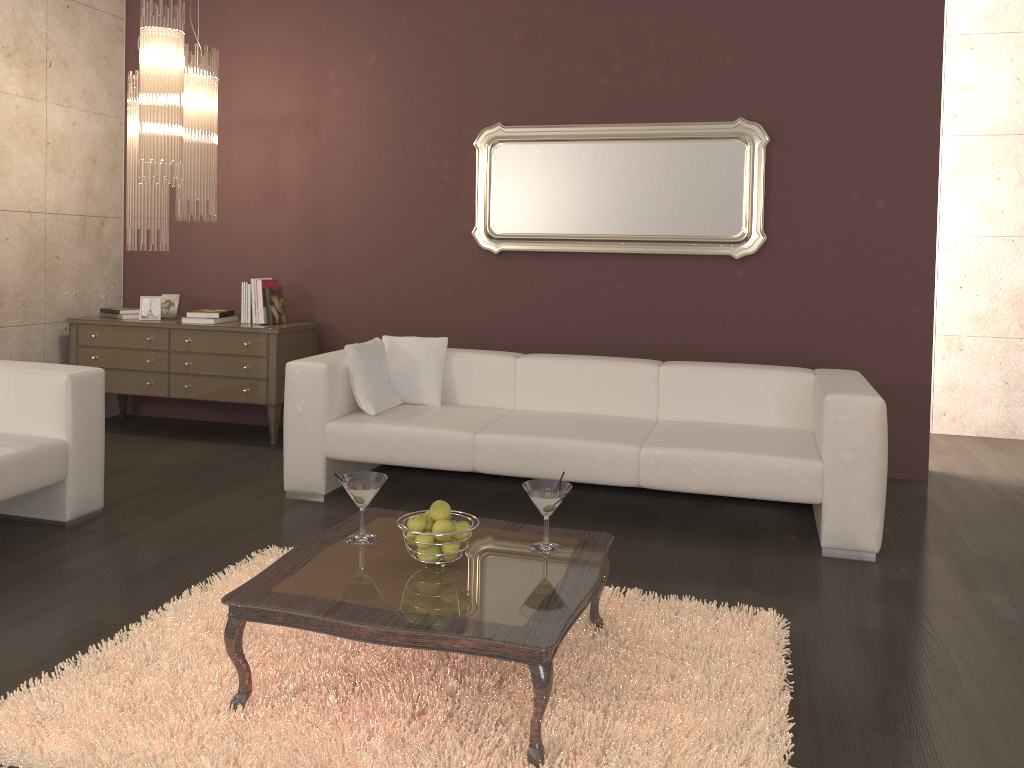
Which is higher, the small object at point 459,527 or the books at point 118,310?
the books at point 118,310

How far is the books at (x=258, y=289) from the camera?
5.5m

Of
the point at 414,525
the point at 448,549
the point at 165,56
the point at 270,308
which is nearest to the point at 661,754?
the point at 448,549

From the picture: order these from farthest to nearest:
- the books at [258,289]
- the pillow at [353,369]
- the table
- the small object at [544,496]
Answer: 1. the books at [258,289]
2. the pillow at [353,369]
3. the small object at [544,496]
4. the table

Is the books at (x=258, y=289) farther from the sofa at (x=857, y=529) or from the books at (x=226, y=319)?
the sofa at (x=857, y=529)

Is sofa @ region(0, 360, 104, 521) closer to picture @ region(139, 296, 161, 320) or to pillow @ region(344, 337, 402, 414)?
pillow @ region(344, 337, 402, 414)

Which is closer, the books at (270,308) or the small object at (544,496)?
the small object at (544,496)

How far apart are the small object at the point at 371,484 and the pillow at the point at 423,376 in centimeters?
188cm

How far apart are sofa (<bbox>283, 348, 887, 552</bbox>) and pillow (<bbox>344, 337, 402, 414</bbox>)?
0.04m

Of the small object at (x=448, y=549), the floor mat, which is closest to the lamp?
the floor mat
